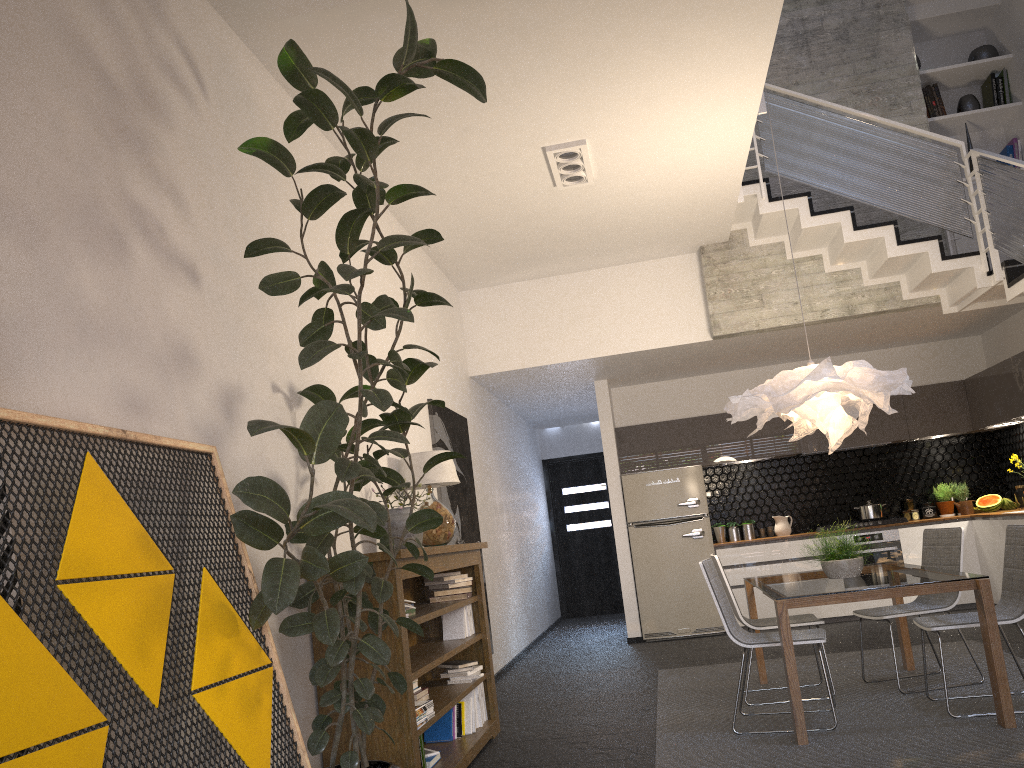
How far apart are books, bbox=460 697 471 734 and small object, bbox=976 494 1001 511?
6.1 meters

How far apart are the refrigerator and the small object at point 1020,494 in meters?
2.9

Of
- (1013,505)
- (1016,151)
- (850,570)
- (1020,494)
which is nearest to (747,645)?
(850,570)

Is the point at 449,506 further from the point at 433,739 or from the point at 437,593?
the point at 433,739

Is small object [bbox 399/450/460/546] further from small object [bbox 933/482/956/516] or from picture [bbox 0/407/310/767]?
small object [bbox 933/482/956/516]

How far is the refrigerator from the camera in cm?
875

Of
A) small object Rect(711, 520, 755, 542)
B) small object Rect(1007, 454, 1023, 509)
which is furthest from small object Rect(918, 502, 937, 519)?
small object Rect(711, 520, 755, 542)

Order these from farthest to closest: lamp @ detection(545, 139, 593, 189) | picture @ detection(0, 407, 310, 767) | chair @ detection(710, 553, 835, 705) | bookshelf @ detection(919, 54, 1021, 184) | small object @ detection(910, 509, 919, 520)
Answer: small object @ detection(910, 509, 919, 520) → bookshelf @ detection(919, 54, 1021, 184) → lamp @ detection(545, 139, 593, 189) → chair @ detection(710, 553, 835, 705) → picture @ detection(0, 407, 310, 767)

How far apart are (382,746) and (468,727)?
1.39m

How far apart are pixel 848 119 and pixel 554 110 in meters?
3.1 m
